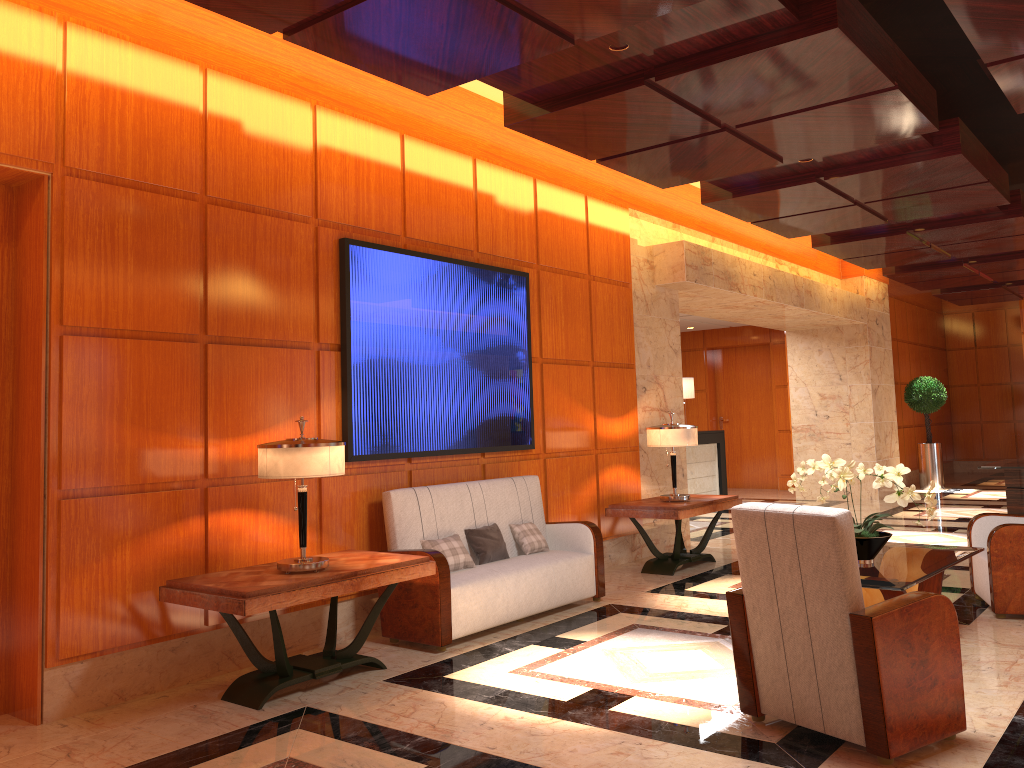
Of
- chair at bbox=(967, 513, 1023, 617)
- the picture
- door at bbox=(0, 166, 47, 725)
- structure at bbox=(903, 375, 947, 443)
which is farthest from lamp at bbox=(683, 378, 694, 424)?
door at bbox=(0, 166, 47, 725)

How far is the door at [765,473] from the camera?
16.57m

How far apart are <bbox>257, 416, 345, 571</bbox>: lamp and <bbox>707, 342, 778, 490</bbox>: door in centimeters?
1314cm

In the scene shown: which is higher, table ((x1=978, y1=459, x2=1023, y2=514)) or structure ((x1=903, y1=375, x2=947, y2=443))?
structure ((x1=903, y1=375, x2=947, y2=443))

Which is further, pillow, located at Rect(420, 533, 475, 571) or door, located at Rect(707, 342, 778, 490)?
door, located at Rect(707, 342, 778, 490)

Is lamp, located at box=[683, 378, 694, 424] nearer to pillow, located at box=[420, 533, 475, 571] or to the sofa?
the sofa

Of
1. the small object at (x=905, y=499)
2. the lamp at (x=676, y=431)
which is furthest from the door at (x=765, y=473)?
the small object at (x=905, y=499)

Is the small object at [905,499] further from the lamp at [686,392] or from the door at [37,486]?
the lamp at [686,392]

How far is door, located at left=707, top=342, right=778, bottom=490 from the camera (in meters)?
16.57

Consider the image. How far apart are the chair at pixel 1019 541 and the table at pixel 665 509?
2.14m
